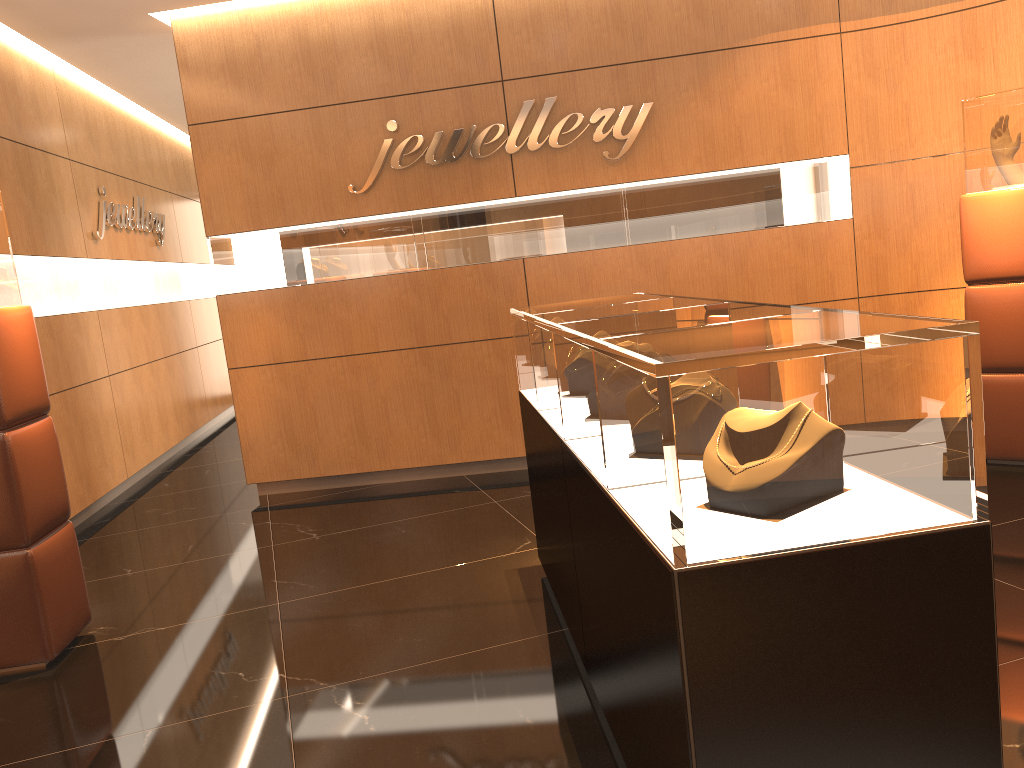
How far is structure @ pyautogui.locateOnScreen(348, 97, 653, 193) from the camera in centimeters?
568cm

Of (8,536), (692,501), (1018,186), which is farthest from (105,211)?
(692,501)

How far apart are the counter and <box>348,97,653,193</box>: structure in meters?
2.3

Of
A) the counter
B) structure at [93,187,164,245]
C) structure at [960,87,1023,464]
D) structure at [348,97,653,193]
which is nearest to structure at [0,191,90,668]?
the counter

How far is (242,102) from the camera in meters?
5.9 m

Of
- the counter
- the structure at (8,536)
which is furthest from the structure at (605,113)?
the structure at (8,536)

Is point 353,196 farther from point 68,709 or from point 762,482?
point 762,482

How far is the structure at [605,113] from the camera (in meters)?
5.68

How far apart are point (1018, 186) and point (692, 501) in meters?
4.0 m

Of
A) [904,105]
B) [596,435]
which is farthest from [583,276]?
[596,435]
